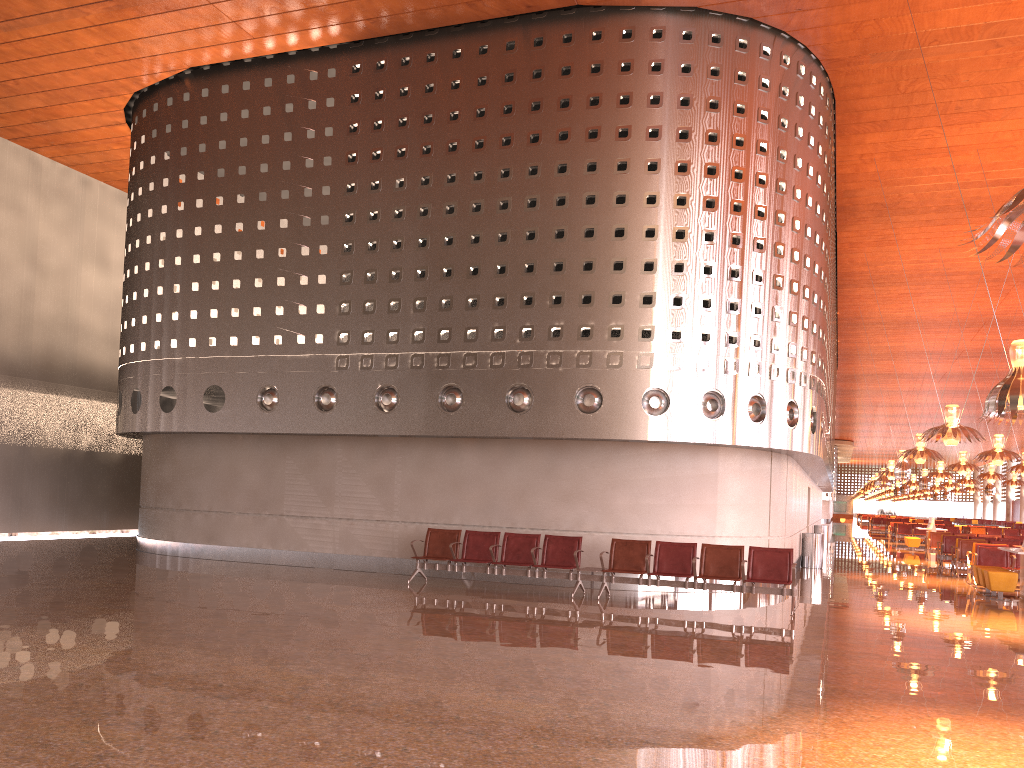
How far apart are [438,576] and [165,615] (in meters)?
5.95
